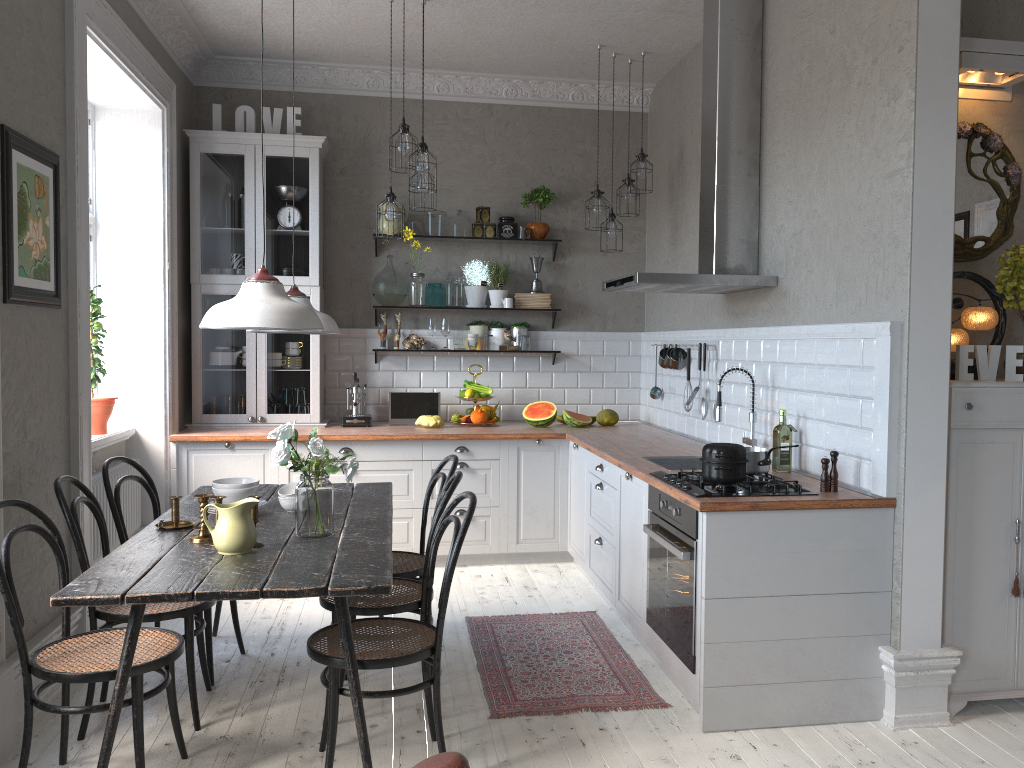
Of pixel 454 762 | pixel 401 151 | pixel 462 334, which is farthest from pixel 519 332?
pixel 454 762

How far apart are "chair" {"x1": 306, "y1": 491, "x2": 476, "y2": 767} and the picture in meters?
1.6 m

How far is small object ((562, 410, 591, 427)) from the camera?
5.94m

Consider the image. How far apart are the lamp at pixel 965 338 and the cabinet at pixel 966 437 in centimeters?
23cm

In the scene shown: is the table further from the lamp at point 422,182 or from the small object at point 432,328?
the small object at point 432,328

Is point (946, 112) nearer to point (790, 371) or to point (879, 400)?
point (879, 400)

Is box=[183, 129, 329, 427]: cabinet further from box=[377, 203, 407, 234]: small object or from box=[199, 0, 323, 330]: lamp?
box=[199, 0, 323, 330]: lamp

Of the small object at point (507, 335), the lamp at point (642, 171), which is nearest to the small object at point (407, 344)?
the small object at point (507, 335)

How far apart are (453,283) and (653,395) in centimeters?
158cm

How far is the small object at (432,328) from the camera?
6.3m
